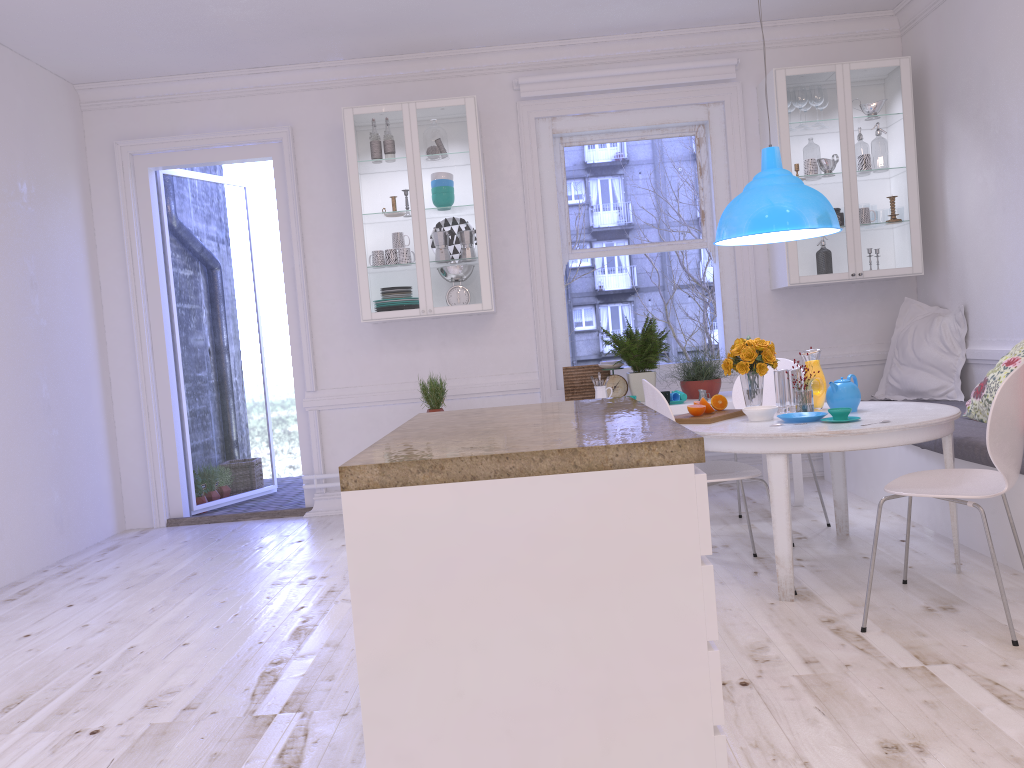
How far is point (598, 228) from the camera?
5.9 meters

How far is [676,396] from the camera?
4.93m

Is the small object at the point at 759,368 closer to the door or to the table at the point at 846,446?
the table at the point at 846,446

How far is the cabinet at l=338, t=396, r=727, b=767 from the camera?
1.6m

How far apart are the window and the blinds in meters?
0.2 m

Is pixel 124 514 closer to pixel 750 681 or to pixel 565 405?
pixel 565 405

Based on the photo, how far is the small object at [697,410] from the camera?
3.8 meters

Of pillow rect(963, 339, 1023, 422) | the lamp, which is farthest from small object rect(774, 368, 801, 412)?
pillow rect(963, 339, 1023, 422)

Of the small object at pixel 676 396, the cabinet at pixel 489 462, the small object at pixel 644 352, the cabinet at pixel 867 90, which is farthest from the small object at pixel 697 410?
the cabinet at pixel 867 90

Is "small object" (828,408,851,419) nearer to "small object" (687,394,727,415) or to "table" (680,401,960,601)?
"table" (680,401,960,601)
